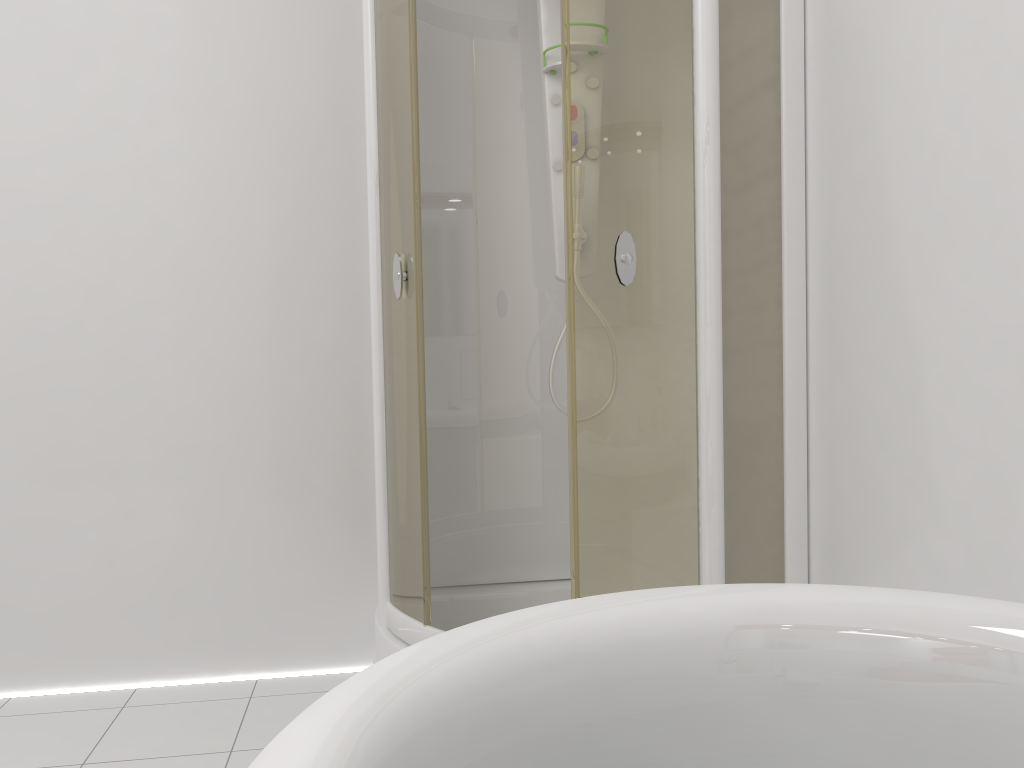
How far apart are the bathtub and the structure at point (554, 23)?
1.41m

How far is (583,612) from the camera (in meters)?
0.99

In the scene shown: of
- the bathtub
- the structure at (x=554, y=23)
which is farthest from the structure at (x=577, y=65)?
the bathtub

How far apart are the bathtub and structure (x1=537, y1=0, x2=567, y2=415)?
1.41m

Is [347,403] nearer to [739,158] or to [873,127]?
[739,158]

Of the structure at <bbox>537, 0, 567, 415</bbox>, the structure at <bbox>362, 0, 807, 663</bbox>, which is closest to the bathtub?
the structure at <bbox>362, 0, 807, 663</bbox>

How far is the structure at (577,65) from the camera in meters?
1.8 m

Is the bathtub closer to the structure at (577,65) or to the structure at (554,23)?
the structure at (577,65)

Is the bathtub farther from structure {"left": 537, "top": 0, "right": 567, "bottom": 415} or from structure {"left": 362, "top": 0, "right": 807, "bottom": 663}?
structure {"left": 537, "top": 0, "right": 567, "bottom": 415}

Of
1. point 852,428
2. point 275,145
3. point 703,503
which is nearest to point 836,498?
point 852,428
